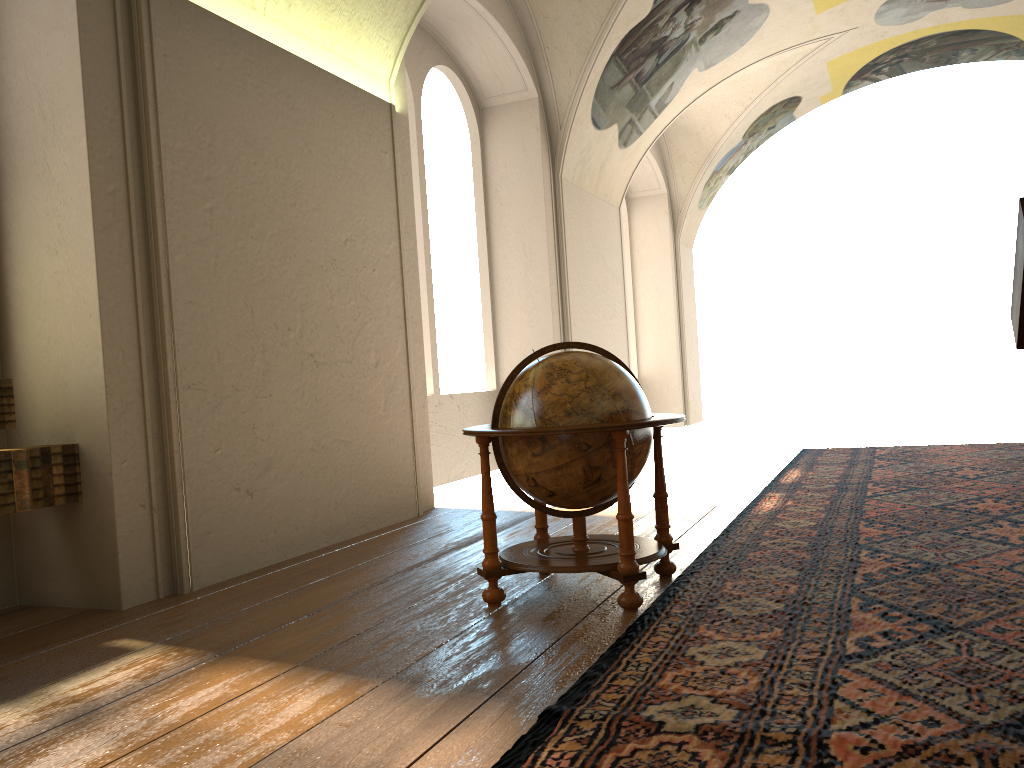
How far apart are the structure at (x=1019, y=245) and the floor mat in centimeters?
122cm

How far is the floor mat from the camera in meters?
2.8

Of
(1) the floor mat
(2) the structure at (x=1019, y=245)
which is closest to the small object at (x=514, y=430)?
(1) the floor mat

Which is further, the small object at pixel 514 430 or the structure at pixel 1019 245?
the small object at pixel 514 430

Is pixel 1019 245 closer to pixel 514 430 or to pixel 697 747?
pixel 514 430

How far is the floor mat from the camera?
2.8 meters

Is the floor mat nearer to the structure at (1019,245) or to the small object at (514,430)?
the small object at (514,430)

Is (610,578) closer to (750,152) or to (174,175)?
(174,175)

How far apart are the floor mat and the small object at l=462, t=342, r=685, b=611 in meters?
0.1

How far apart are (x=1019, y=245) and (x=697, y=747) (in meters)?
3.15
